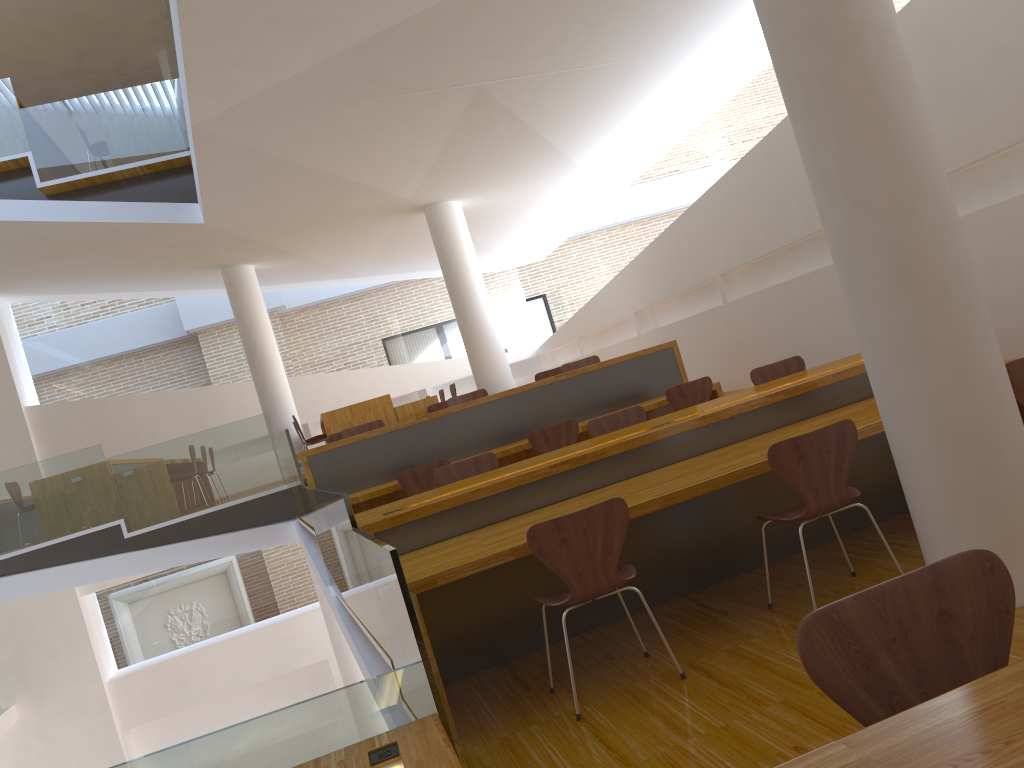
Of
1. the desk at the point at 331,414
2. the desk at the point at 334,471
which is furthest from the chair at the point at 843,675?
the desk at the point at 331,414

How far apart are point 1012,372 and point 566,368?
4.85m

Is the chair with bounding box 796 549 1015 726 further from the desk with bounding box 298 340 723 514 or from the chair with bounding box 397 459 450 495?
the desk with bounding box 298 340 723 514

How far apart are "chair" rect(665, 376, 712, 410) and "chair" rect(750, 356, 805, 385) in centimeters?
105cm

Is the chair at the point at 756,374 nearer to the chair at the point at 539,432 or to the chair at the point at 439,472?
the chair at the point at 539,432

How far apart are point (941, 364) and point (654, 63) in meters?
4.6

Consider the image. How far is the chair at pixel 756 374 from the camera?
5.6m

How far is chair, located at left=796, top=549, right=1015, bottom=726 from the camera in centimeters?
135cm

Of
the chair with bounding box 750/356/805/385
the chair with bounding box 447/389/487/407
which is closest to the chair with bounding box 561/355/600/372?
the chair with bounding box 447/389/487/407

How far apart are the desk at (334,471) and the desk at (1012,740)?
5.3 meters
